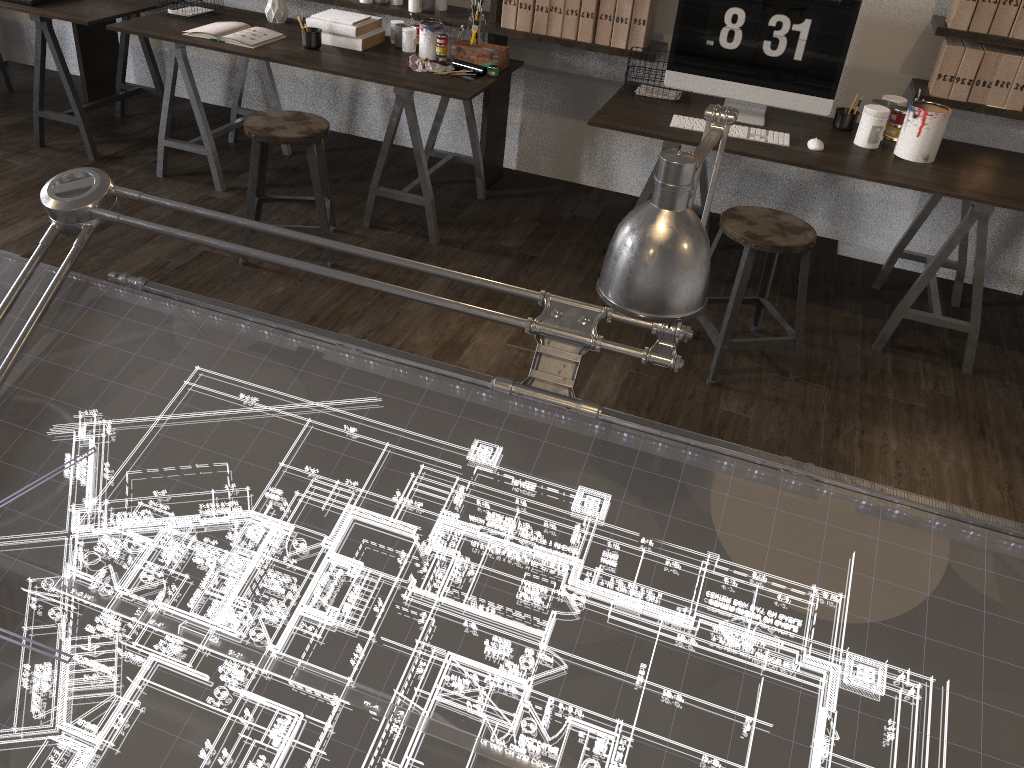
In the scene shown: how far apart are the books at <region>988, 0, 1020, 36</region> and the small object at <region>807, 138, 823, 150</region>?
0.8 meters

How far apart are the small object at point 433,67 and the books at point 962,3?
1.9m

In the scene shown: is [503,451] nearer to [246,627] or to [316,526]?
[316,526]

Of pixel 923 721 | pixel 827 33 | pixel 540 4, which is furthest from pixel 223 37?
pixel 923 721

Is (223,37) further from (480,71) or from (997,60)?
(997,60)

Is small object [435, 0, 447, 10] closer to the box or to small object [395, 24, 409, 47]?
small object [395, 24, 409, 47]

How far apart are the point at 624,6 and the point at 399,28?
1.0m

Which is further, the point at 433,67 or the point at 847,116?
the point at 433,67

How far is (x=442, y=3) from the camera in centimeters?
392cm

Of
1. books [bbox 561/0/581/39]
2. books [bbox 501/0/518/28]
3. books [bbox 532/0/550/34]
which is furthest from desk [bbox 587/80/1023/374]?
books [bbox 501/0/518/28]
